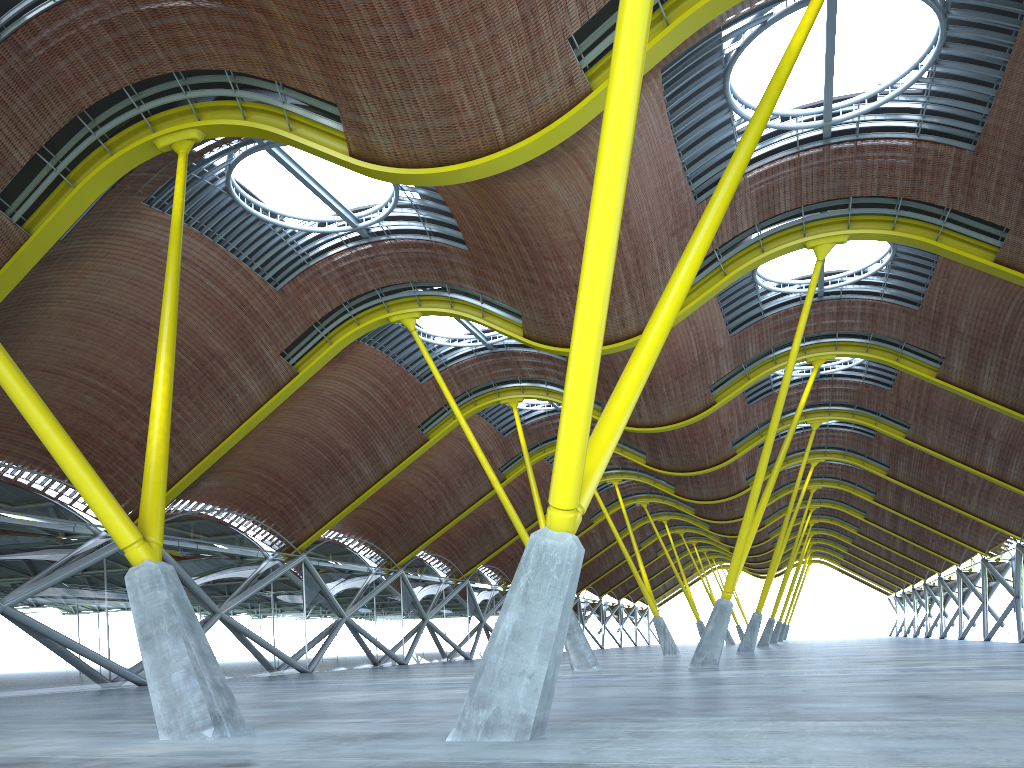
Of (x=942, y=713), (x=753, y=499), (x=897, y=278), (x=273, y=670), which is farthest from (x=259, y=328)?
(x=942, y=713)
